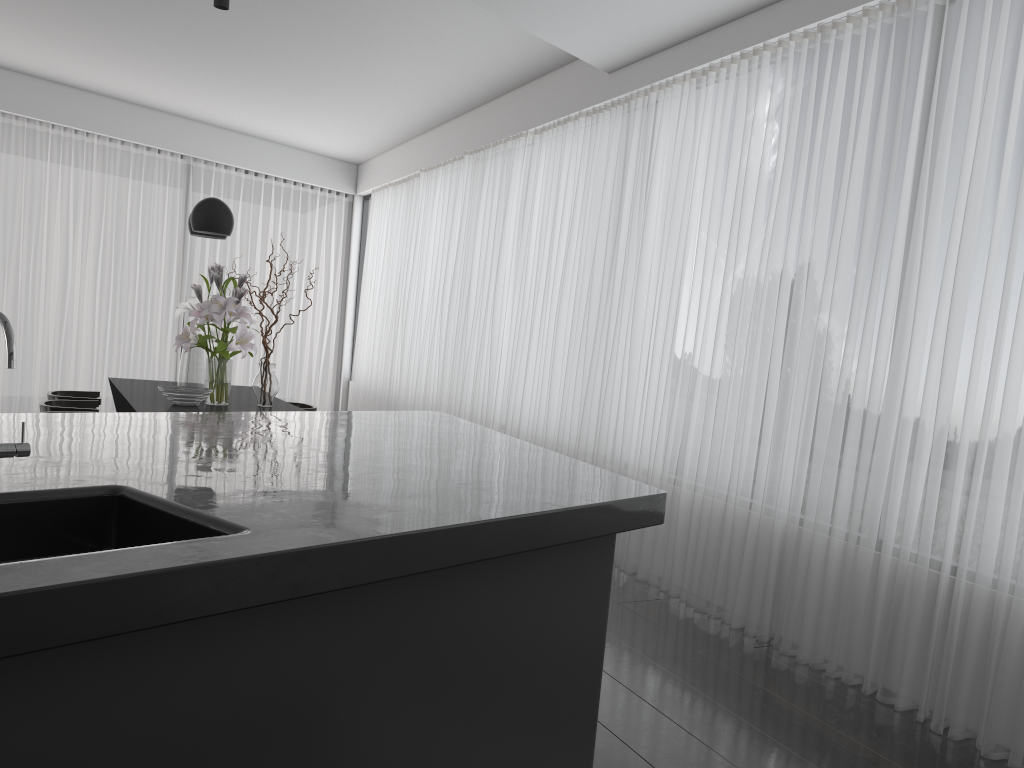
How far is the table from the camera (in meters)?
4.96

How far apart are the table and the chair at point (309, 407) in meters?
0.4 m

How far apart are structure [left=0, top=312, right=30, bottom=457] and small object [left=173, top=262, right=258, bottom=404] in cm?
346

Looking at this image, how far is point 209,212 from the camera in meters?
5.2 m

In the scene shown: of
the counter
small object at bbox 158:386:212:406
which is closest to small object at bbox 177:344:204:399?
small object at bbox 158:386:212:406

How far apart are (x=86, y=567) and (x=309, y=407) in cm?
531

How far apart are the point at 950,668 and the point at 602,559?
1.7m

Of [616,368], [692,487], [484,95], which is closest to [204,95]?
[484,95]

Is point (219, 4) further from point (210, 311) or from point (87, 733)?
point (87, 733)

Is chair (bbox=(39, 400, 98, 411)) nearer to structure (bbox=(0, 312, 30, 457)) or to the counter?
the counter
